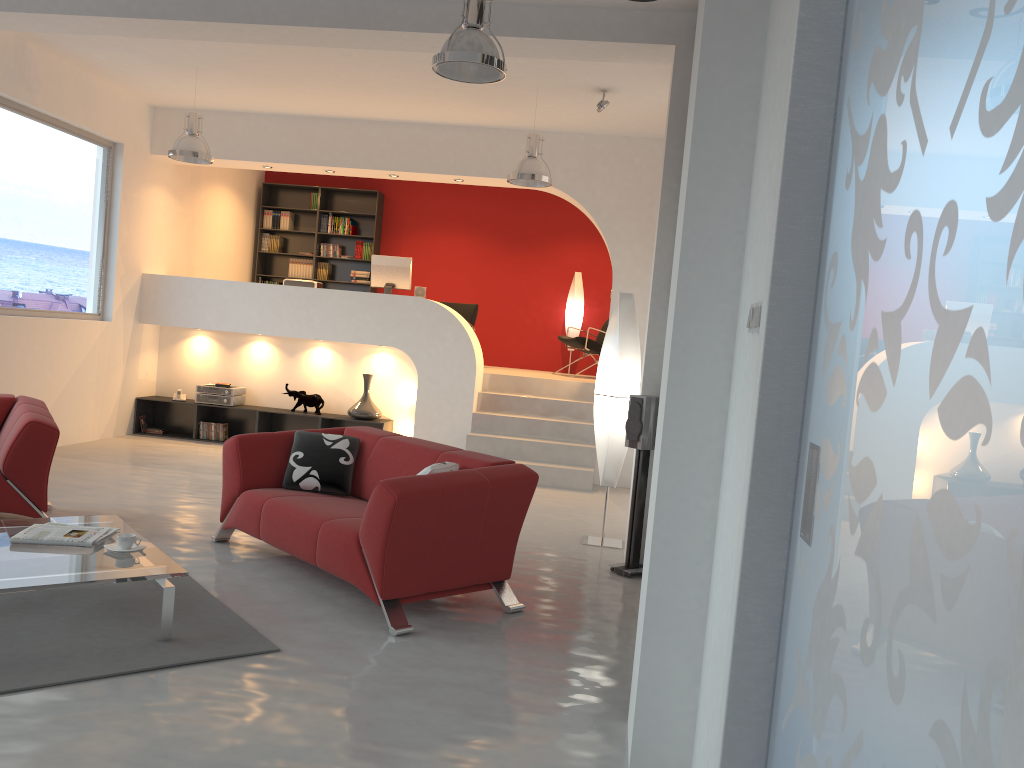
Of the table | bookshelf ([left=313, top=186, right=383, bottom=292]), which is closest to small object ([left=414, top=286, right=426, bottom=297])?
bookshelf ([left=313, top=186, right=383, bottom=292])

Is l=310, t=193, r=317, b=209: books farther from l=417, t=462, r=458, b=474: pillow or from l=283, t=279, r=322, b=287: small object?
l=417, t=462, r=458, b=474: pillow

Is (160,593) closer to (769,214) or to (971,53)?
(769,214)

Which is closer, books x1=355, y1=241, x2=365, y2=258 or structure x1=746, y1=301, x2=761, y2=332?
structure x1=746, y1=301, x2=761, y2=332

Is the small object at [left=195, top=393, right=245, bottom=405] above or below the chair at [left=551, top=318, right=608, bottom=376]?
below

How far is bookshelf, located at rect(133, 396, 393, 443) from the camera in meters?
9.5

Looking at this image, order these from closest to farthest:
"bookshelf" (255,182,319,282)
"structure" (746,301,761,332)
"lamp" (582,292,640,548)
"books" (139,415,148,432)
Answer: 1. "structure" (746,301,761,332)
2. "lamp" (582,292,640,548)
3. "books" (139,415,148,432)
4. "bookshelf" (255,182,319,282)

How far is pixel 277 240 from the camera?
12.20m

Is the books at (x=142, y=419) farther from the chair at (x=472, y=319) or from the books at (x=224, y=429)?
the chair at (x=472, y=319)

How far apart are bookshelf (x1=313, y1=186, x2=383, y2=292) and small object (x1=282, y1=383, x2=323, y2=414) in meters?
2.8 m
